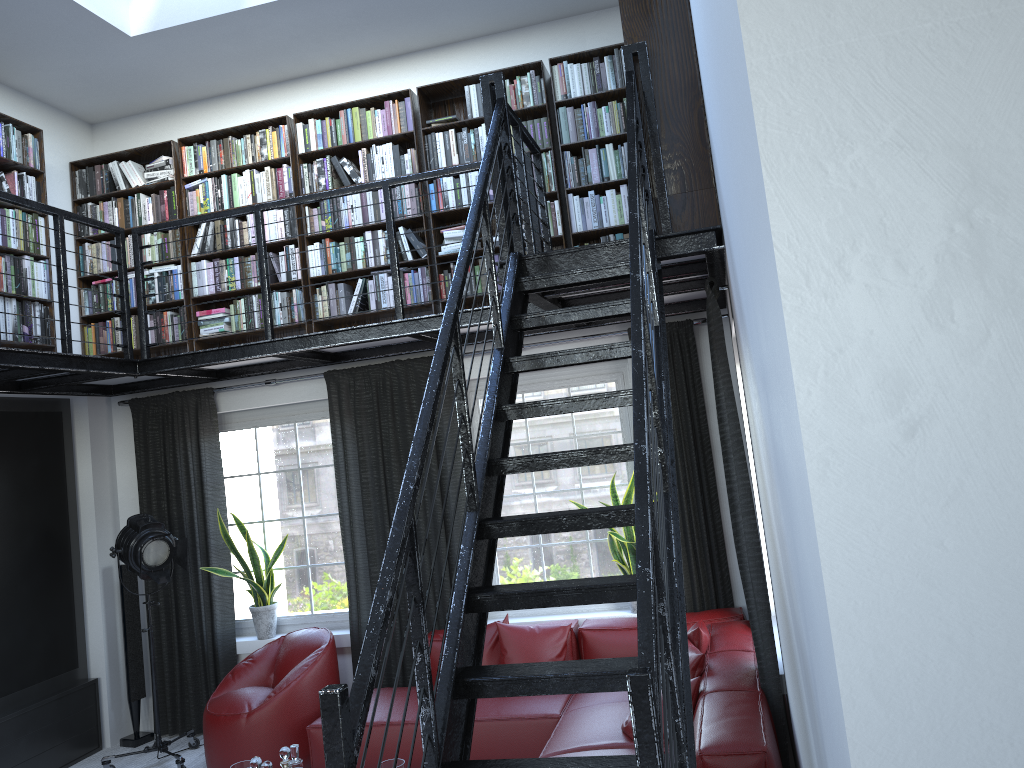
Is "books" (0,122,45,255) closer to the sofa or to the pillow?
the sofa

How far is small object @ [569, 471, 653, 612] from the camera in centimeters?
539cm

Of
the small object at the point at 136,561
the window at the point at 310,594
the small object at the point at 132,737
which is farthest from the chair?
the small object at the point at 132,737

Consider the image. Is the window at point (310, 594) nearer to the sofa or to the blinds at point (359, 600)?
the blinds at point (359, 600)

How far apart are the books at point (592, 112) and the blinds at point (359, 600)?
0.41m

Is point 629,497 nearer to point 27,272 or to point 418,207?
point 418,207

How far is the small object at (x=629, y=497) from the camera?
5.4m

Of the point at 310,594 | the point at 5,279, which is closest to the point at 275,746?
the point at 310,594

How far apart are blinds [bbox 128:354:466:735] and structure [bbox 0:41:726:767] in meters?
0.1

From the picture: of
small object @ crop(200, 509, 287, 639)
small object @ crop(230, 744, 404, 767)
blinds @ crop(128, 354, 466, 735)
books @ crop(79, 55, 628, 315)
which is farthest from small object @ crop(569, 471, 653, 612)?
→ small object @ crop(200, 509, 287, 639)
